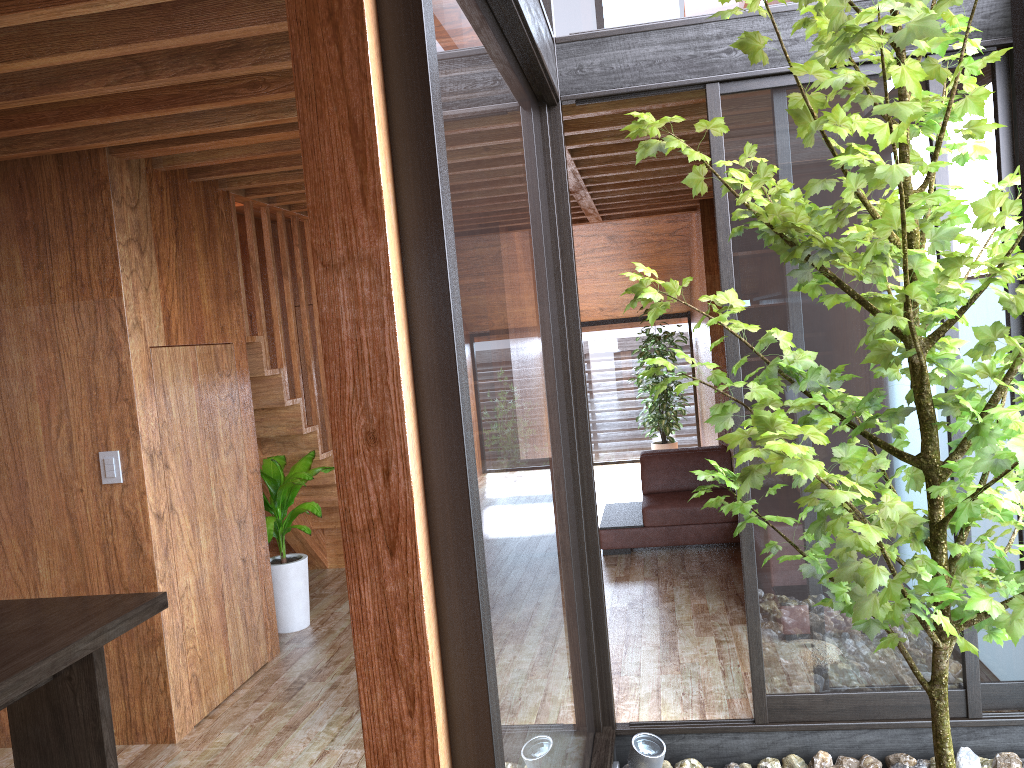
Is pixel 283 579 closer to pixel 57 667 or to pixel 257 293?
pixel 257 293

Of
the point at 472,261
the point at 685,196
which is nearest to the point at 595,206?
the point at 685,196

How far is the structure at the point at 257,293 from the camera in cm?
466

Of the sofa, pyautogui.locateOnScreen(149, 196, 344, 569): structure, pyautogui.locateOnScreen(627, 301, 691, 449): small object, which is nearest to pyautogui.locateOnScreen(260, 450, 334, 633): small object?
pyautogui.locateOnScreen(149, 196, 344, 569): structure

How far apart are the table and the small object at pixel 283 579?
1.6m

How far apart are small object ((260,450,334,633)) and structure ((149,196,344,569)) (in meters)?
0.09

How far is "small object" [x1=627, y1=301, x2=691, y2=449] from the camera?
8.70m

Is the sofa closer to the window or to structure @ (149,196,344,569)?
structure @ (149,196,344,569)

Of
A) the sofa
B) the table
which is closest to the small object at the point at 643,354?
the sofa

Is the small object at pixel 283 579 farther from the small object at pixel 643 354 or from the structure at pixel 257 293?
the small object at pixel 643 354
